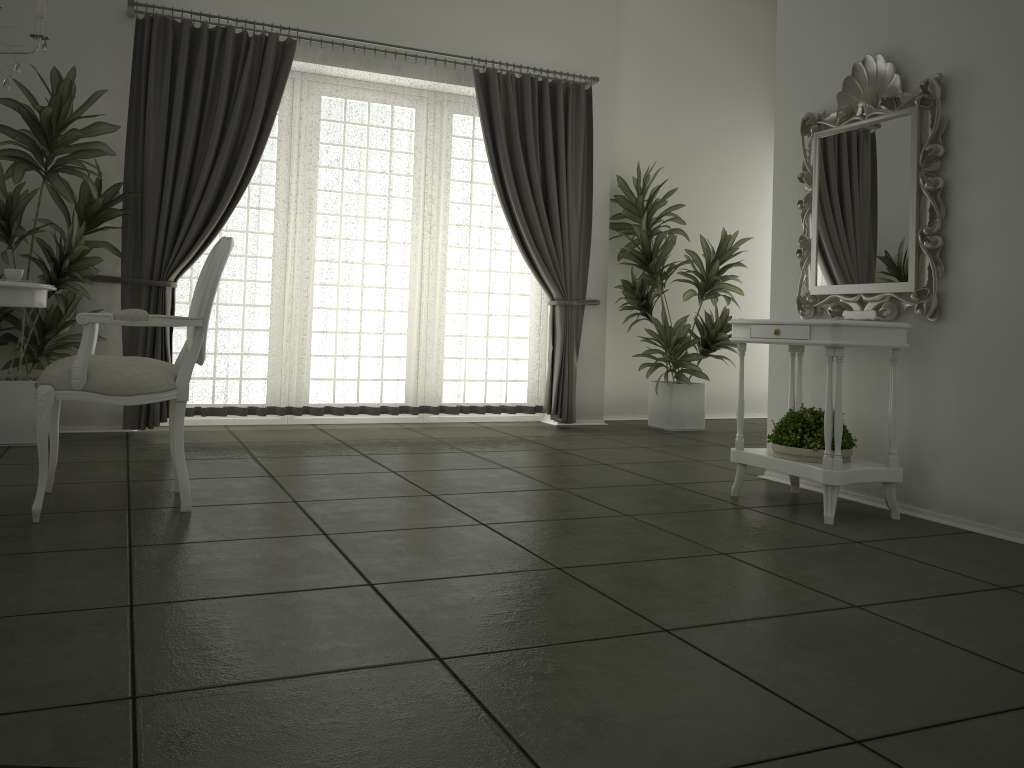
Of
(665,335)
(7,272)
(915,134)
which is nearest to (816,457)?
(915,134)

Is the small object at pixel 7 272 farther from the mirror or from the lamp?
the mirror

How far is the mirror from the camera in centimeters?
364cm

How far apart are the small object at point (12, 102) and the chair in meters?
1.3 m

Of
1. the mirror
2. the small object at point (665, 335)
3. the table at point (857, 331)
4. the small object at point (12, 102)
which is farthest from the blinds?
the table at point (857, 331)

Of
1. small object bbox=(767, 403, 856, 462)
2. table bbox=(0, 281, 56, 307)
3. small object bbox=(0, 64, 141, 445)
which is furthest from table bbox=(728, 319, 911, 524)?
small object bbox=(0, 64, 141, 445)

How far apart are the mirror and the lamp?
3.27m

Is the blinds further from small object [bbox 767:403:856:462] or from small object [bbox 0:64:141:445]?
small object [bbox 767:403:856:462]

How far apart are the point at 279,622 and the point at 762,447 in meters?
4.3 m

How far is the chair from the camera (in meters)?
3.10
